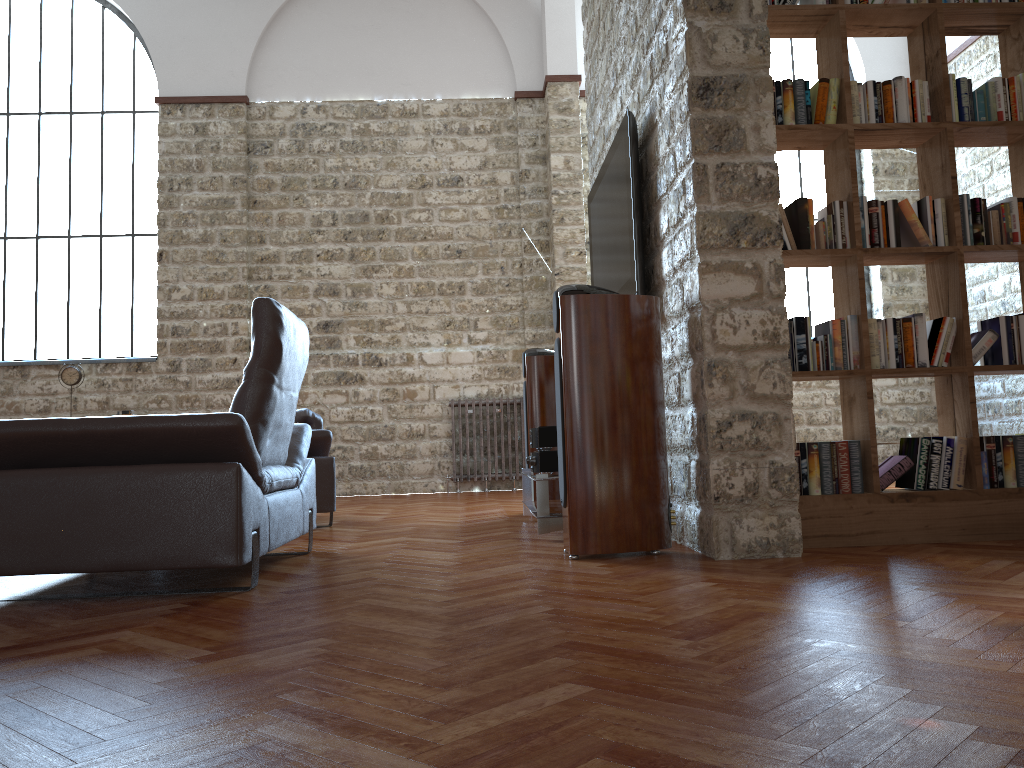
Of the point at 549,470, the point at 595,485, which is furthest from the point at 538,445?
the point at 595,485

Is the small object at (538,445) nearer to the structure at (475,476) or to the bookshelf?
the bookshelf

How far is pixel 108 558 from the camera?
2.9m

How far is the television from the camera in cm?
421

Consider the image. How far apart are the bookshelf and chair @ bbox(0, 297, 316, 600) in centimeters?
204cm

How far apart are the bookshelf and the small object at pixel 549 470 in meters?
1.4

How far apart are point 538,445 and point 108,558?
2.33m

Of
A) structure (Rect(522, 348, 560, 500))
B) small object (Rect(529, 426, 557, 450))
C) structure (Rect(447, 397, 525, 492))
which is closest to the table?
small object (Rect(529, 426, 557, 450))

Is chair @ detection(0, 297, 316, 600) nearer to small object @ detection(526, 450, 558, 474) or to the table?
the table

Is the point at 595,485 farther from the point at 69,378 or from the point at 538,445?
the point at 69,378
